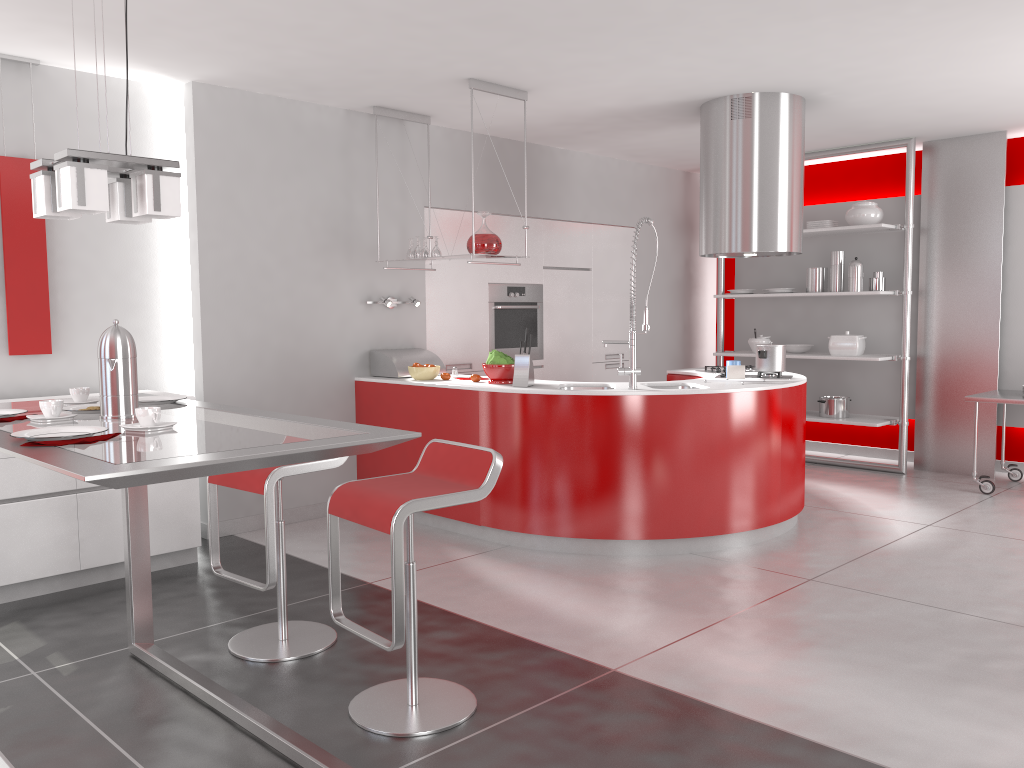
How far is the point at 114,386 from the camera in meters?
2.5

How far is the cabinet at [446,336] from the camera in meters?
6.4 m

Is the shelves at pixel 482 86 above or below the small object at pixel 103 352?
above

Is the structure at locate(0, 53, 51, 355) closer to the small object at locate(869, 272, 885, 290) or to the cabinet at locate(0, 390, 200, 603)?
the cabinet at locate(0, 390, 200, 603)

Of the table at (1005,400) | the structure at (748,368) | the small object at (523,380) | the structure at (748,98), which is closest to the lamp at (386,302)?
the small object at (523,380)

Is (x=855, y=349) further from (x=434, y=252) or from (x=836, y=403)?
(x=434, y=252)

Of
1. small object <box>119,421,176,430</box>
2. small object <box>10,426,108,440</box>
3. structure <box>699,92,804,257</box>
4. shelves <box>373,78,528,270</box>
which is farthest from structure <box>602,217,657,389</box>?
small object <box>10,426,108,440</box>

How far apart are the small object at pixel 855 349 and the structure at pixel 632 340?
3.05m

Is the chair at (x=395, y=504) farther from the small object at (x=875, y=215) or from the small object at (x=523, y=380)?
the small object at (x=875, y=215)

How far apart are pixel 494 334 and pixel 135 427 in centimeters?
453cm
